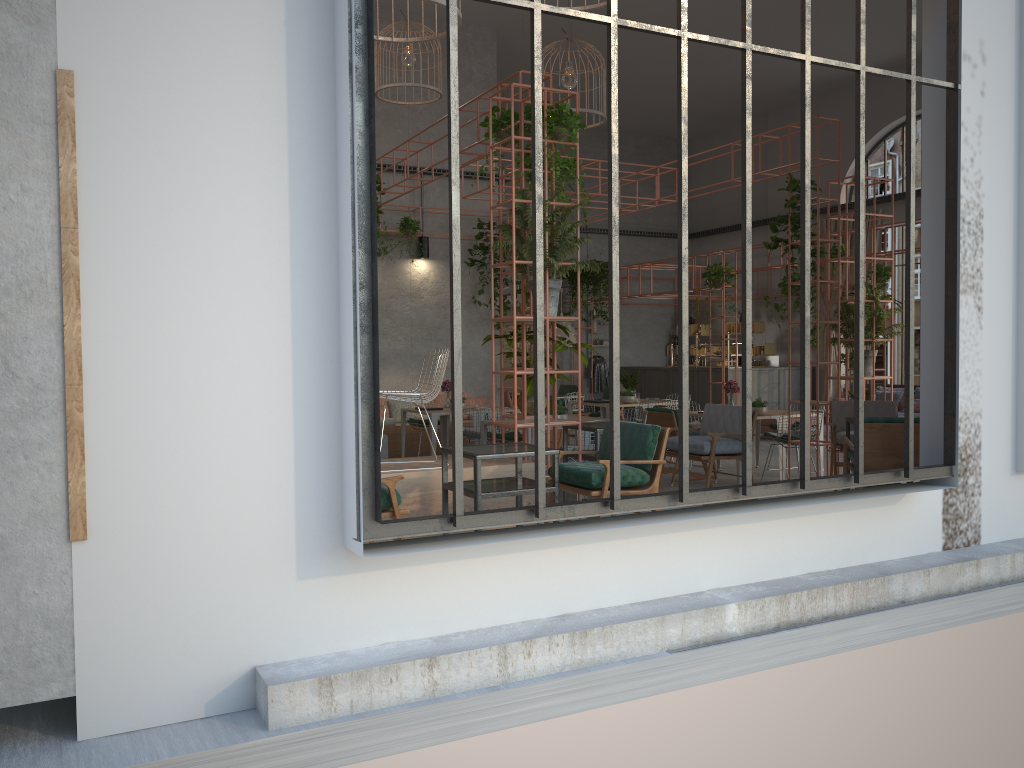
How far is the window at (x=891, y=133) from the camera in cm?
1842

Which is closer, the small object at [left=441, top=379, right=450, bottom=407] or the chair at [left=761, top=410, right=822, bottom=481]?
the chair at [left=761, top=410, right=822, bottom=481]

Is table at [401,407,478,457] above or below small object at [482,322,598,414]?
below

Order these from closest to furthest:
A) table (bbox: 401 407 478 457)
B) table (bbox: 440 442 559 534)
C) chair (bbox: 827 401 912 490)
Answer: table (bbox: 440 442 559 534)
chair (bbox: 827 401 912 490)
table (bbox: 401 407 478 457)

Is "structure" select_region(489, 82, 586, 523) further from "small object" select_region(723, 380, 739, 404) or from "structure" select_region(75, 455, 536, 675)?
"small object" select_region(723, 380, 739, 404)

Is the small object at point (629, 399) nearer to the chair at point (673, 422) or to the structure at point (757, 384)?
the chair at point (673, 422)

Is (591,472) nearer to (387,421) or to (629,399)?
(629,399)

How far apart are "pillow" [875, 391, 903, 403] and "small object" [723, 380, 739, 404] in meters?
6.9 m

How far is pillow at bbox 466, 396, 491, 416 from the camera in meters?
15.3 m

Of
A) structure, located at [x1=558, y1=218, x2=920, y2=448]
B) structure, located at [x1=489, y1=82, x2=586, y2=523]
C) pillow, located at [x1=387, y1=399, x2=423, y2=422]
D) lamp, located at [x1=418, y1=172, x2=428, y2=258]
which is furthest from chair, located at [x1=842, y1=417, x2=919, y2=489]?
lamp, located at [x1=418, y1=172, x2=428, y2=258]
